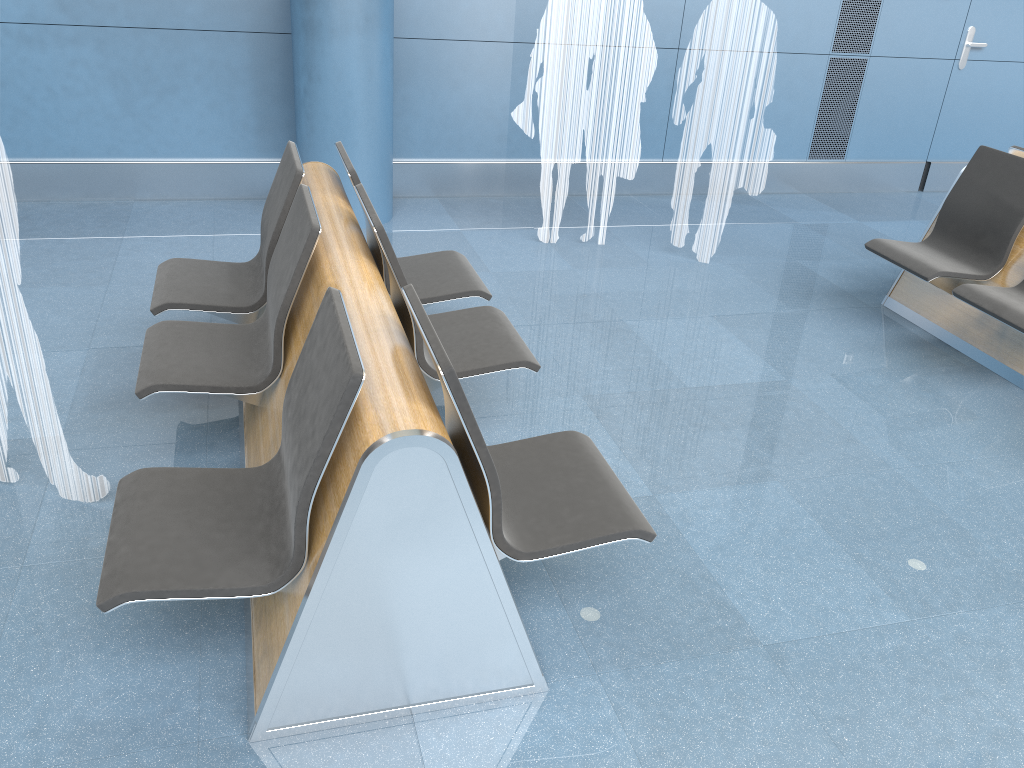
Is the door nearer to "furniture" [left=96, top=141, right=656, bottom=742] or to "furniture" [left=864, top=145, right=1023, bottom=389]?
"furniture" [left=864, top=145, right=1023, bottom=389]

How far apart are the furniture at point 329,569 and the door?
5.11m

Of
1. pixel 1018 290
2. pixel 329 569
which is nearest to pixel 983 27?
pixel 1018 290

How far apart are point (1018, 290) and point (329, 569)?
3.6 meters

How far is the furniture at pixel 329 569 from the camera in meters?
1.9

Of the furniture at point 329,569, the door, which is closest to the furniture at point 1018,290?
the furniture at point 329,569

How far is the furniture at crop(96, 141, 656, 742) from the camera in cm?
189

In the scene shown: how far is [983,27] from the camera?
6.8m

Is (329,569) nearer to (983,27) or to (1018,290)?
(1018,290)

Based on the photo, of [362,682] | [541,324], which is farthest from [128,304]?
[362,682]
